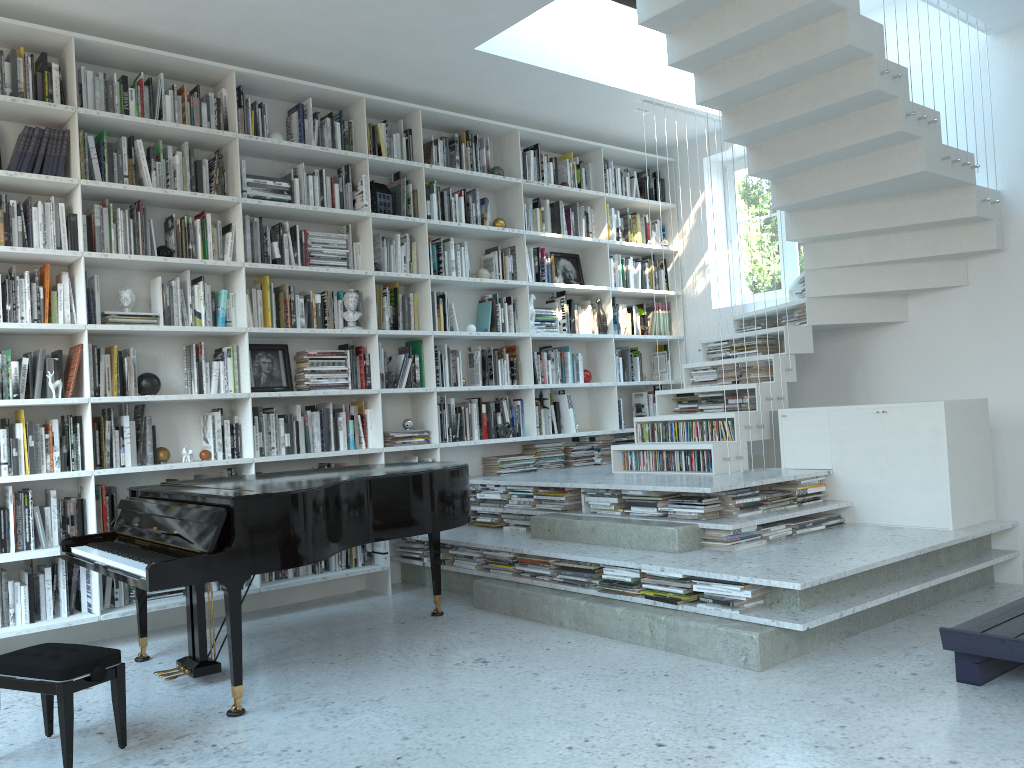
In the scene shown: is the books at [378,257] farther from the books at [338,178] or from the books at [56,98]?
the books at [56,98]

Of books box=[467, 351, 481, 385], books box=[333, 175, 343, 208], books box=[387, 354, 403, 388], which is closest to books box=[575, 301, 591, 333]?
books box=[467, 351, 481, 385]

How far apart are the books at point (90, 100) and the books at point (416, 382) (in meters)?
2.35

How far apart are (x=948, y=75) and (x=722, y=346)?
2.2m

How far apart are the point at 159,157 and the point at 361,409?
1.87m

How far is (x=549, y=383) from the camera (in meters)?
6.54

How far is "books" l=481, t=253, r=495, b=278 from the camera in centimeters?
635cm

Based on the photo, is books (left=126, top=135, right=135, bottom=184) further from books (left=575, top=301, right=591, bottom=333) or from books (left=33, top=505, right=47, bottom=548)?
books (left=575, top=301, right=591, bottom=333)

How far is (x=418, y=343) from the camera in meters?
5.9 m

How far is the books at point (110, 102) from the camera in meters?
4.7 m
